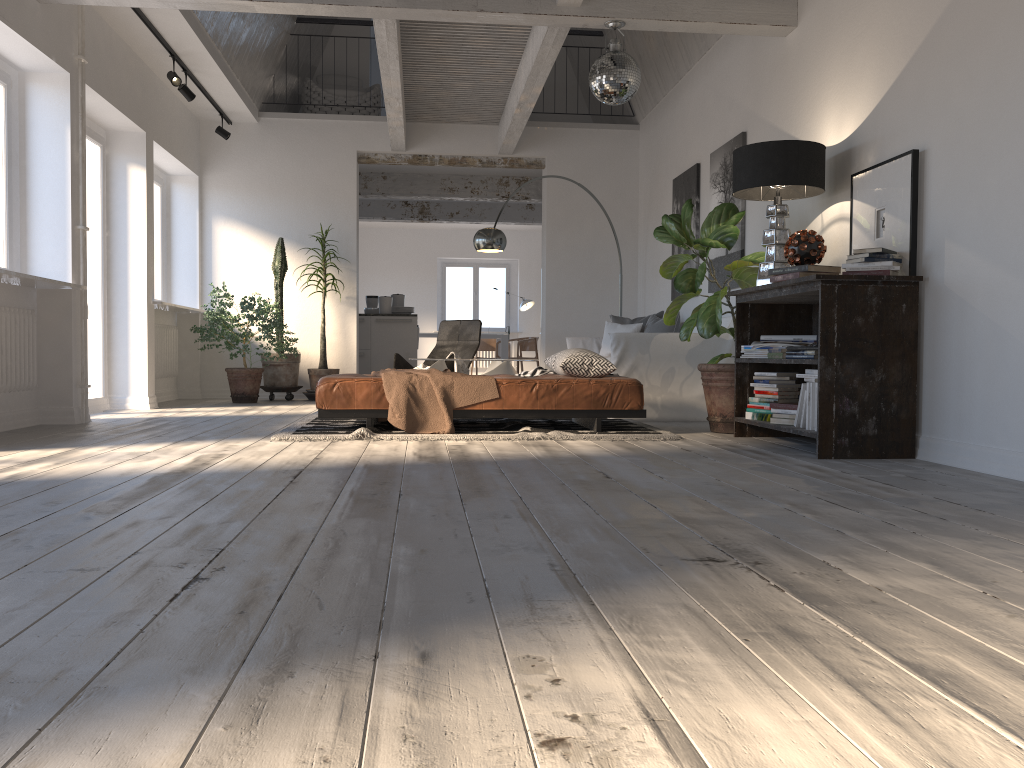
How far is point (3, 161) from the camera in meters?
5.7

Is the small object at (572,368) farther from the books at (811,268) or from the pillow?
the pillow

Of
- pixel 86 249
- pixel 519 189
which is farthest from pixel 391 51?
pixel 86 249

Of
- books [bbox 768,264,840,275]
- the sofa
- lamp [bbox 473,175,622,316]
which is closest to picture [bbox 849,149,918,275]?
books [bbox 768,264,840,275]

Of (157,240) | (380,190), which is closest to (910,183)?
(157,240)

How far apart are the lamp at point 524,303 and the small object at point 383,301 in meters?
5.1

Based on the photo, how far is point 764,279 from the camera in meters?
5.2

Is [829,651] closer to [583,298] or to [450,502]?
[450,502]

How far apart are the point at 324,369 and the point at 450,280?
8.6m

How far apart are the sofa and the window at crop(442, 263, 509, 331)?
9.18m
